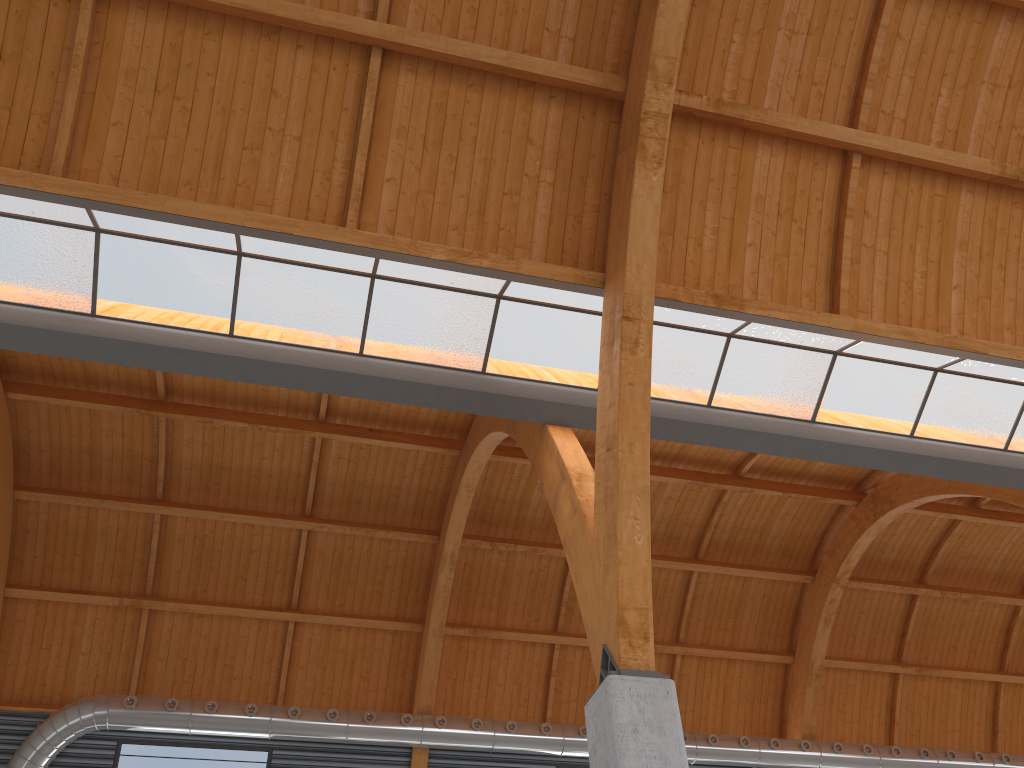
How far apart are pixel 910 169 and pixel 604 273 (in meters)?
8.60
